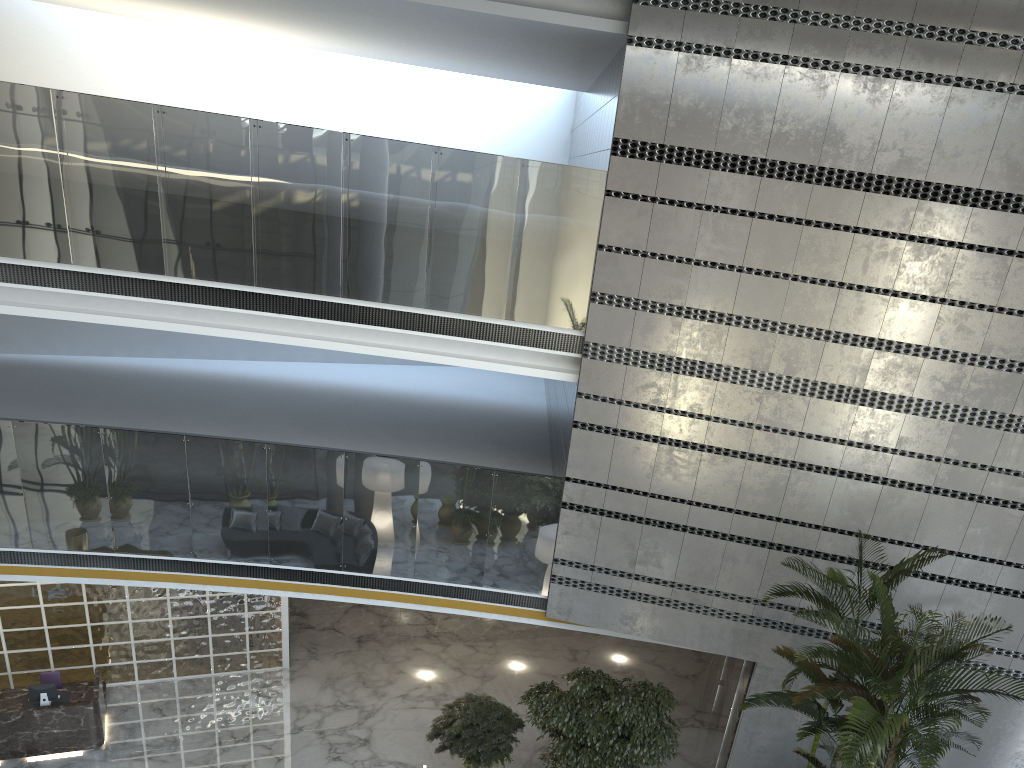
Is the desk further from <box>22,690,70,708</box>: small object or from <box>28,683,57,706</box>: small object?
<box>28,683,57,706</box>: small object

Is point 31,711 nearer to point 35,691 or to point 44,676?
point 35,691

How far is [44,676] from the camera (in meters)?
10.13

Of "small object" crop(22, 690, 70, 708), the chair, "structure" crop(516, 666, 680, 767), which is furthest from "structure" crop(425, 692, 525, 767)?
the chair

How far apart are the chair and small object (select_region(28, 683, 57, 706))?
0.5 meters

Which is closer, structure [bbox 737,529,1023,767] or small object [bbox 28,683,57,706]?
structure [bbox 737,529,1023,767]

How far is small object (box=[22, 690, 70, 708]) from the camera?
9.69m

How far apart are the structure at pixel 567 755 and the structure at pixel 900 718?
1.56m

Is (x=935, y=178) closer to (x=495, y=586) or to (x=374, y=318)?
(x=374, y=318)

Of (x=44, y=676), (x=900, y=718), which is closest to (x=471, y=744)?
(x=900, y=718)
